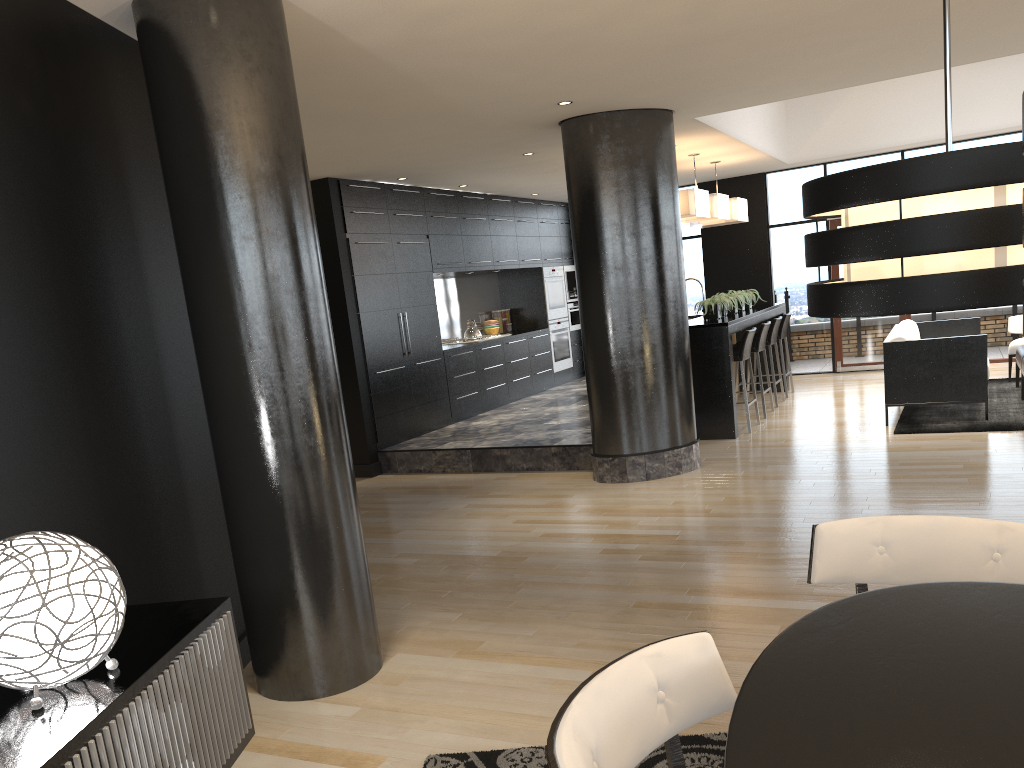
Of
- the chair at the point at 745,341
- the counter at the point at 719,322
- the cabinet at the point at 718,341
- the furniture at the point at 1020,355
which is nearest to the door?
the cabinet at the point at 718,341

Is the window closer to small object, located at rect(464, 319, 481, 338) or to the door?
the door

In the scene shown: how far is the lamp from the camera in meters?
1.5

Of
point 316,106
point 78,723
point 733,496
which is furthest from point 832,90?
point 78,723

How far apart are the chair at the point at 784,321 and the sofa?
1.39m

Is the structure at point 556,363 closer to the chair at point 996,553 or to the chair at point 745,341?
the chair at point 745,341

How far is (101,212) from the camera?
3.3m

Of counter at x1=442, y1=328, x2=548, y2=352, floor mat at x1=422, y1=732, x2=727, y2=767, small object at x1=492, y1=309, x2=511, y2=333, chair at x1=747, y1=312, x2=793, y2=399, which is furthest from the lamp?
small object at x1=492, y1=309, x2=511, y2=333

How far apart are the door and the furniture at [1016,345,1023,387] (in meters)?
2.82

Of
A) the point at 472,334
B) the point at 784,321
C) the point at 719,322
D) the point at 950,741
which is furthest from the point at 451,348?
the point at 950,741
